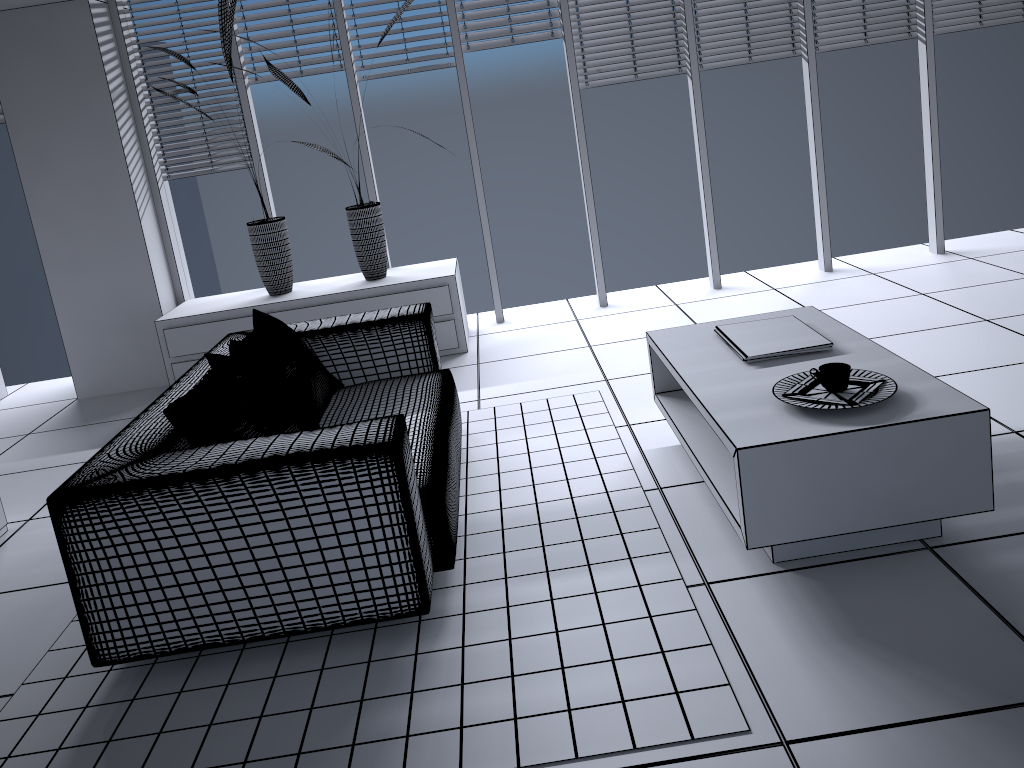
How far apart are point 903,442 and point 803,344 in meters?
0.7 m

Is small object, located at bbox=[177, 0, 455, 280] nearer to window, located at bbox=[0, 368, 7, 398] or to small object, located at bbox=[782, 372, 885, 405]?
window, located at bbox=[0, 368, 7, 398]

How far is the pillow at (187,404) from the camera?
2.5 meters

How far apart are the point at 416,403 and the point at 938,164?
3.9 meters

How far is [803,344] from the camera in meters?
2.9

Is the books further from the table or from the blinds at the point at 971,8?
the blinds at the point at 971,8

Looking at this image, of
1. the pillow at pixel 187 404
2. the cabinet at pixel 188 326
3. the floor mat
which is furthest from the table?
the cabinet at pixel 188 326

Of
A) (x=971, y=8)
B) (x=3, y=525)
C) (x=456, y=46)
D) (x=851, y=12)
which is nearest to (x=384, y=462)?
(x=3, y=525)

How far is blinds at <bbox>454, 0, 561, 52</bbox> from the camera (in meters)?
5.10

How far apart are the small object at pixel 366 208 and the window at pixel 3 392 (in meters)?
2.55
